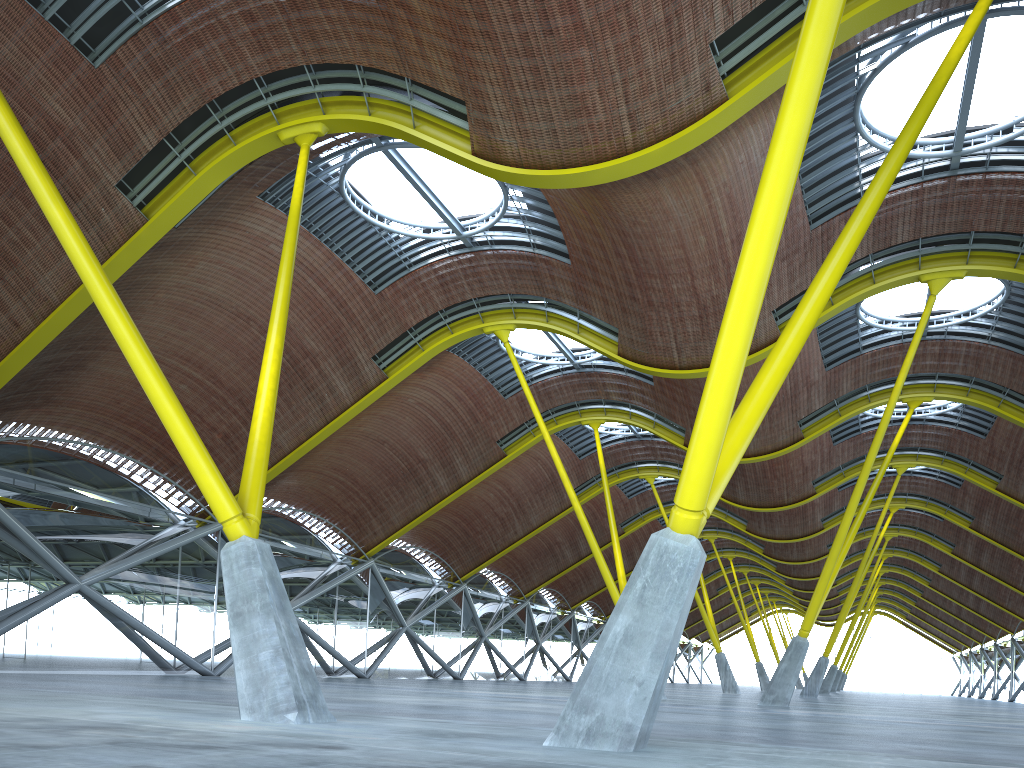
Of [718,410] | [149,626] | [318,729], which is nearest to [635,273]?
[718,410]
